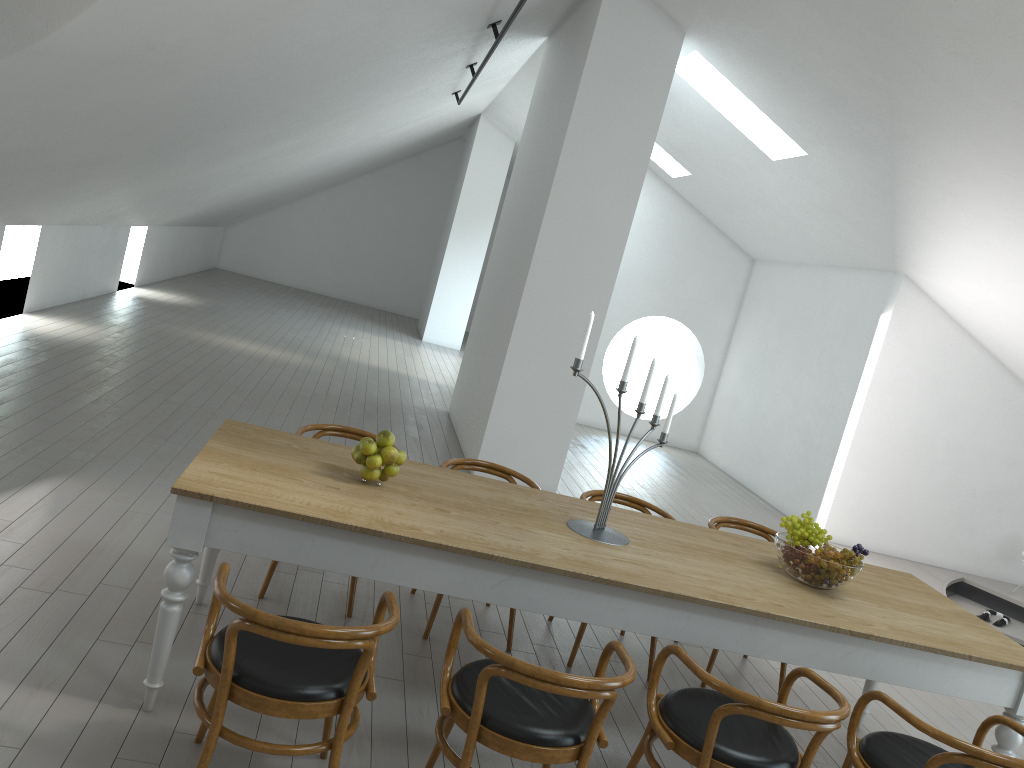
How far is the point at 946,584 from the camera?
8.0m

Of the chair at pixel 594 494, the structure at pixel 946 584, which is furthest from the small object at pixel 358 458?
the structure at pixel 946 584

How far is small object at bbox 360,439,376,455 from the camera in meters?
3.3 m

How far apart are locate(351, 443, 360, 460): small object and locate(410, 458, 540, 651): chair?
1.04m

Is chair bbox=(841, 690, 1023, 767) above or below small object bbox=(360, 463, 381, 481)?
below

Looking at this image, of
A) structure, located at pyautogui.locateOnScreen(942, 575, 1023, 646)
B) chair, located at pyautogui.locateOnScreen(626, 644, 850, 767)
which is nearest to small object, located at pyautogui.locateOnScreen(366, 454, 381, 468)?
chair, located at pyautogui.locateOnScreen(626, 644, 850, 767)

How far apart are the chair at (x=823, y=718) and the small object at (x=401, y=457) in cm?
120

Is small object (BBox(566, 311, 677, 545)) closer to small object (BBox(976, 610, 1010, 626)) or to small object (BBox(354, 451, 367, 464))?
small object (BBox(354, 451, 367, 464))

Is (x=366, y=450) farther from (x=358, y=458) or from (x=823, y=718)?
(x=823, y=718)

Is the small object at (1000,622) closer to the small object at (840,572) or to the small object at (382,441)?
the small object at (840,572)
